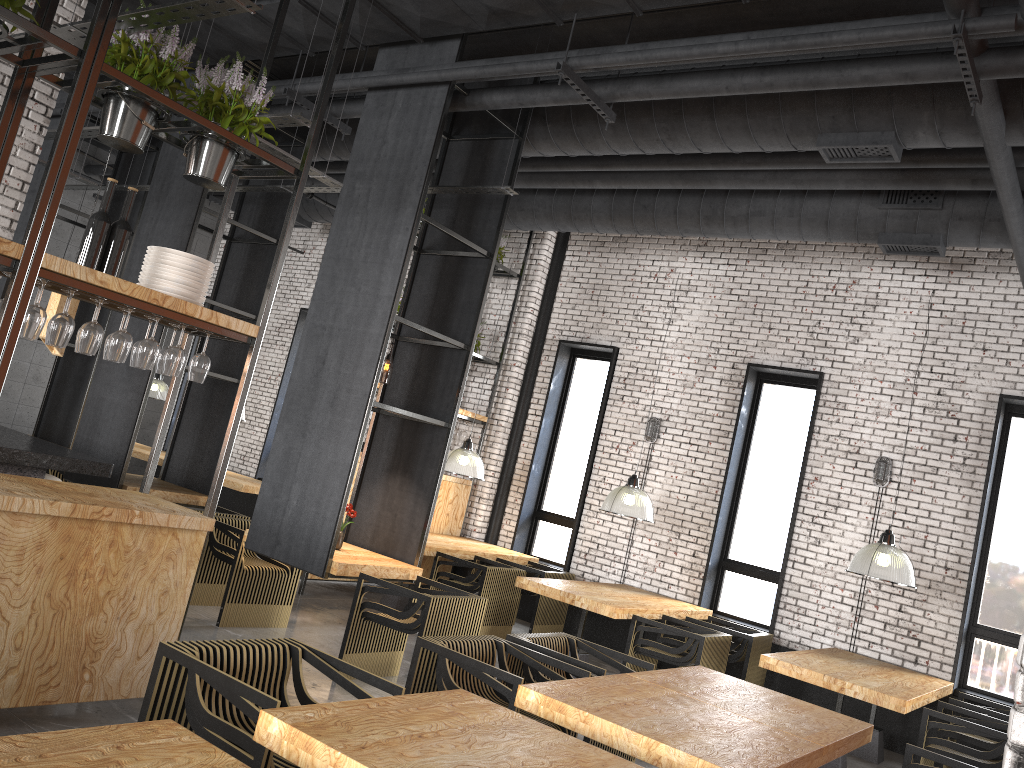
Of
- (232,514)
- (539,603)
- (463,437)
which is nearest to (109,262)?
(232,514)

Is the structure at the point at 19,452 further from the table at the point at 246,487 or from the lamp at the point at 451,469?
the table at the point at 246,487

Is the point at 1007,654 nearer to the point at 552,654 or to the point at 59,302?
the point at 552,654

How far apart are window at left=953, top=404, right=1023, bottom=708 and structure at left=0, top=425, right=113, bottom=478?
7.3 meters

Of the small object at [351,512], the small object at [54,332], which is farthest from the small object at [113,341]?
the small object at [351,512]

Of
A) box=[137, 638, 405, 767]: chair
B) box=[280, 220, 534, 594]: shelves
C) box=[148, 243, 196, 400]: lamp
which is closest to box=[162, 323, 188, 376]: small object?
box=[137, 638, 405, 767]: chair

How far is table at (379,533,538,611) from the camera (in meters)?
8.81

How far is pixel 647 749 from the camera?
3.4 meters

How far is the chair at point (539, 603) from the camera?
9.10m

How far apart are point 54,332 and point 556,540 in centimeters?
765cm
